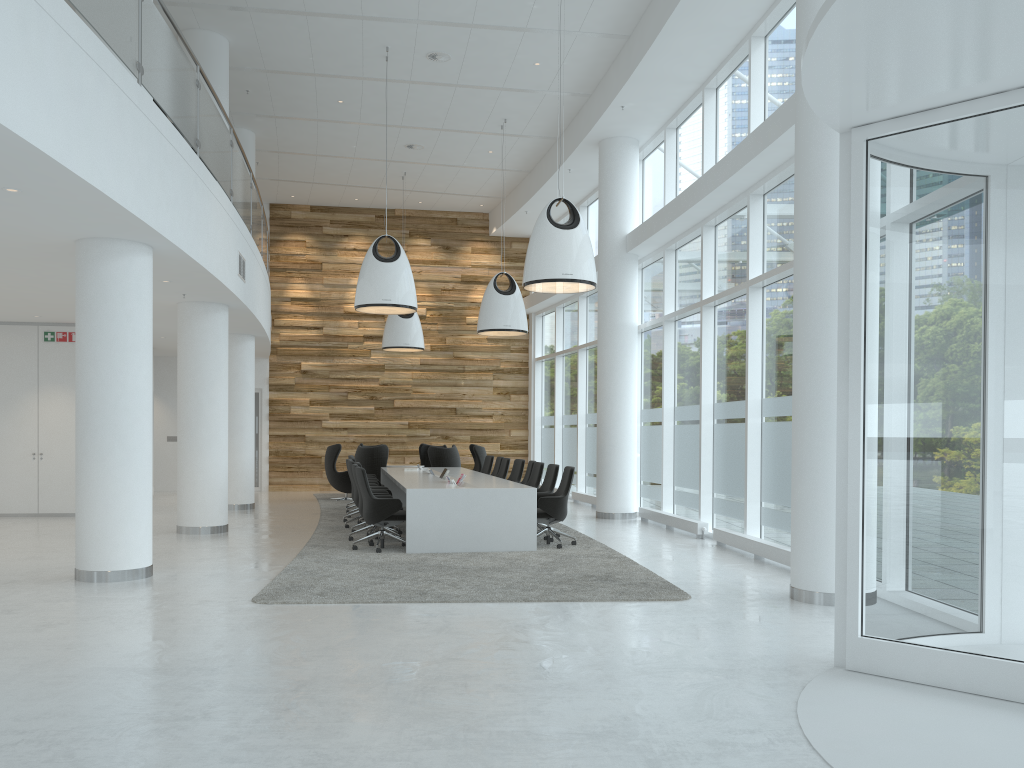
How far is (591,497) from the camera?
16.7m

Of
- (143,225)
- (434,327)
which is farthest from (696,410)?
(434,327)

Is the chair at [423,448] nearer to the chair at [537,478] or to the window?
the window

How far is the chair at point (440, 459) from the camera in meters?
17.0

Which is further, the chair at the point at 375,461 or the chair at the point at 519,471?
the chair at the point at 375,461

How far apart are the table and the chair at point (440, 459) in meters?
0.9 m

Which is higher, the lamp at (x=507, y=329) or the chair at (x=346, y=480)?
the lamp at (x=507, y=329)

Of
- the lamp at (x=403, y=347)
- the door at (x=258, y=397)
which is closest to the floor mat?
the door at (x=258, y=397)

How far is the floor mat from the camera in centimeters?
740cm

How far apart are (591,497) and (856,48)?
13.0 meters
